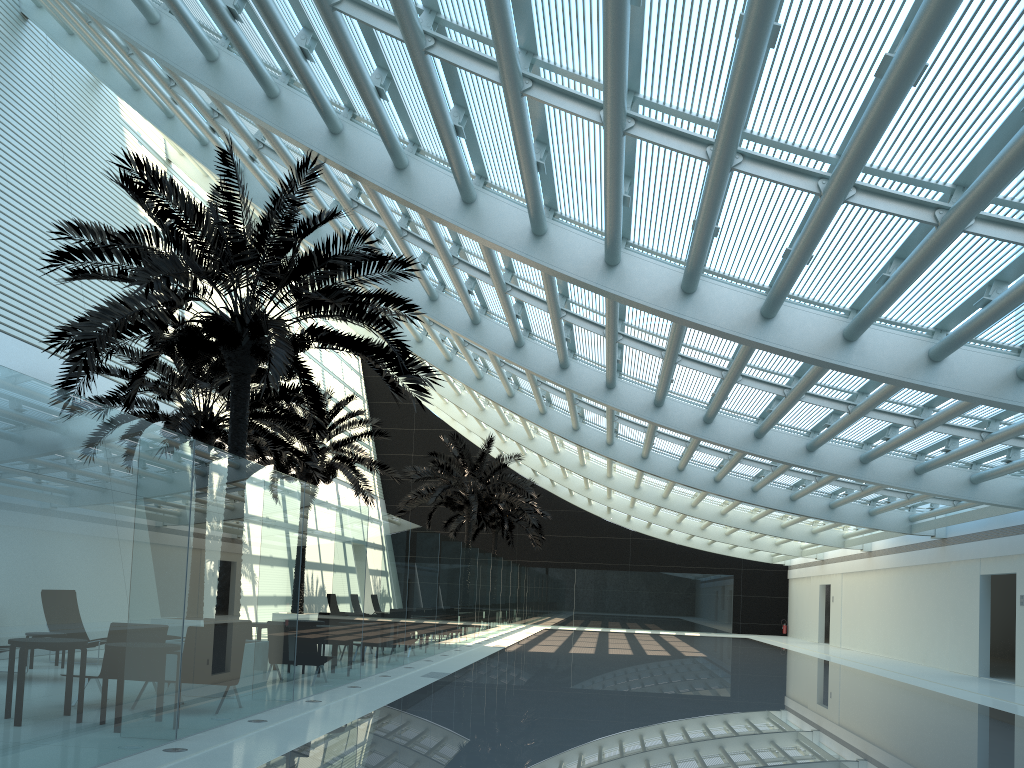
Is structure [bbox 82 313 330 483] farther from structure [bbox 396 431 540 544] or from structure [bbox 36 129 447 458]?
structure [bbox 396 431 540 544]

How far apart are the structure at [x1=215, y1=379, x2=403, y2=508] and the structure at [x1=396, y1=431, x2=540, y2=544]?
3.56m

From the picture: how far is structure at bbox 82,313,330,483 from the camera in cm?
1598

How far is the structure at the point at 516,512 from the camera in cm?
3687

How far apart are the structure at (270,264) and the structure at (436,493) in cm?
1469

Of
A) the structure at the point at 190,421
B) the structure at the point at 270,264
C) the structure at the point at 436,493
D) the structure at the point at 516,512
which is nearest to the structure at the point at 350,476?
the structure at the point at 190,421

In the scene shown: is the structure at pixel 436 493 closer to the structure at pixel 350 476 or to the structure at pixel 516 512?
the structure at pixel 350 476

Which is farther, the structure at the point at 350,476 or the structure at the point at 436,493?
the structure at the point at 436,493

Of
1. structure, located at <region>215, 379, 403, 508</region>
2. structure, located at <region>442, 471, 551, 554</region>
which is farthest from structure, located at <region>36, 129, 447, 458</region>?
structure, located at <region>442, 471, 551, 554</region>

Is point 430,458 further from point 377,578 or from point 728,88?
point 728,88
